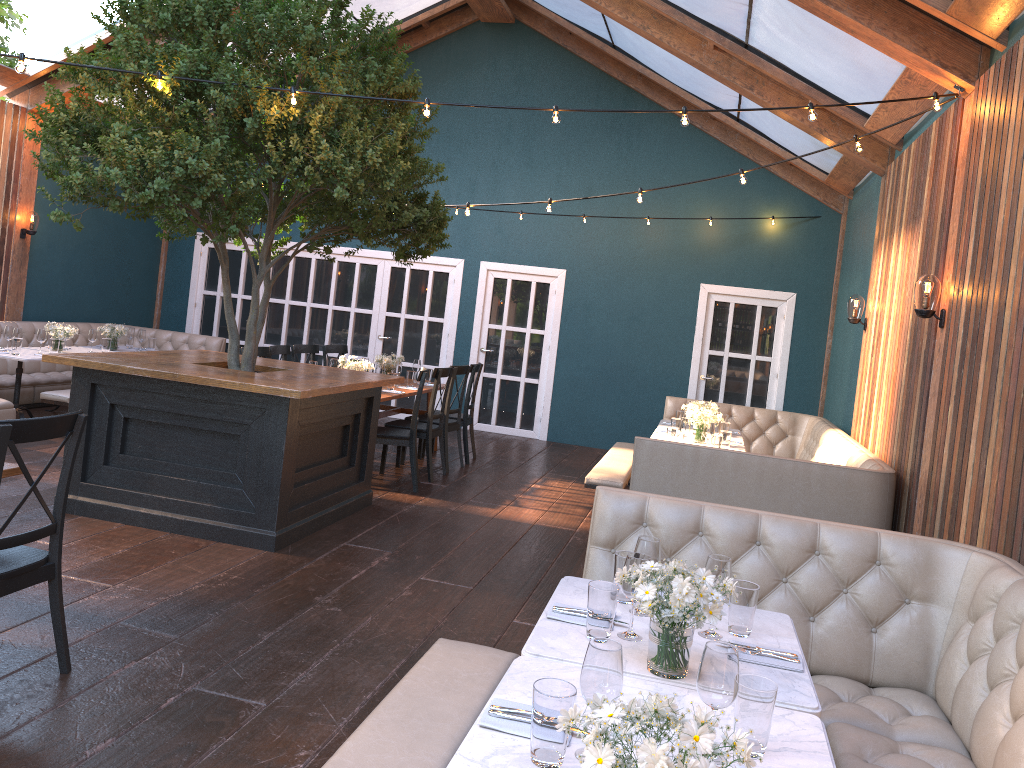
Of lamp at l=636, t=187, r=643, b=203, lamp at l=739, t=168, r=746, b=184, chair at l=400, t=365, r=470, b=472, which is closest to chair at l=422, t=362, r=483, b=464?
chair at l=400, t=365, r=470, b=472

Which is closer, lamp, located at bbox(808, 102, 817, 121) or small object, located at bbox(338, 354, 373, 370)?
lamp, located at bbox(808, 102, 817, 121)

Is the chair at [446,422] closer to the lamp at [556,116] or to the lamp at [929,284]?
the lamp at [556,116]

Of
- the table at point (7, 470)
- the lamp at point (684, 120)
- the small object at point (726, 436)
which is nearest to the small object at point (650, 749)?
the table at point (7, 470)

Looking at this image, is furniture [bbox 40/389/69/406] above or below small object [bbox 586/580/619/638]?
below

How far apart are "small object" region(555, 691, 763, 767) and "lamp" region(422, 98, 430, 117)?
4.02m

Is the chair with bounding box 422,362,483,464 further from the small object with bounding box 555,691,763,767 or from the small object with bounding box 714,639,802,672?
the small object with bounding box 555,691,763,767

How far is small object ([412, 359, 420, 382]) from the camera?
9.38m

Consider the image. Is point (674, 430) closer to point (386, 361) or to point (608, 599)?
point (386, 361)

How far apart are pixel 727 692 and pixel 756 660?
0.71m
